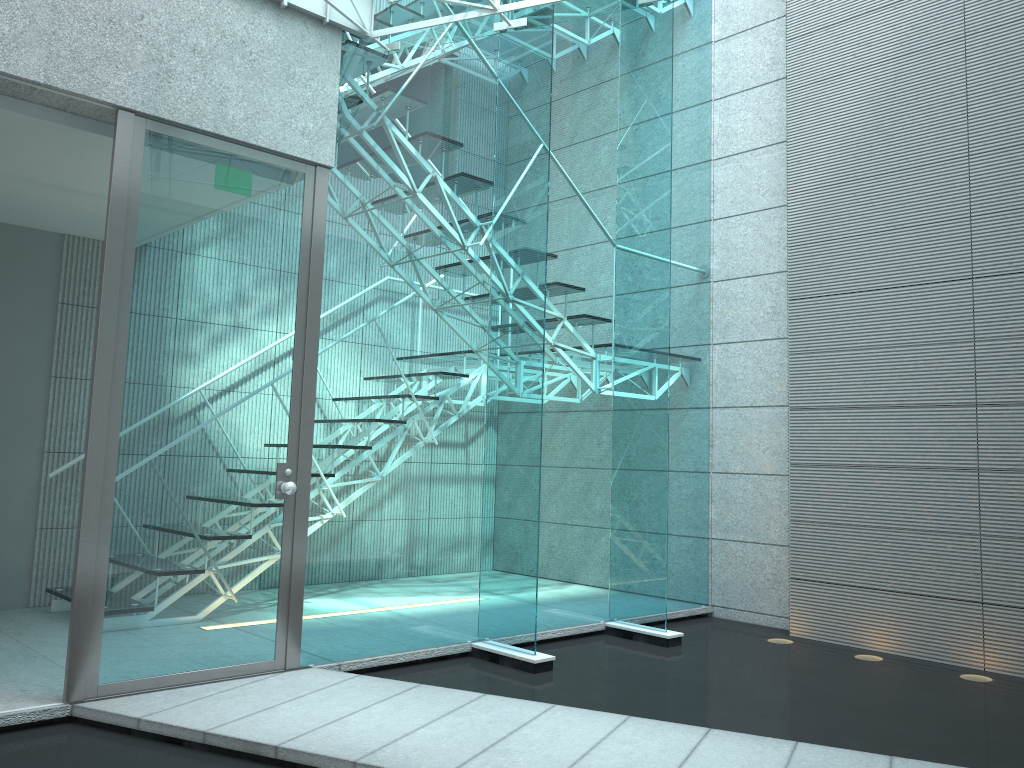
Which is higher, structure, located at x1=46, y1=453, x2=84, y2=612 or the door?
the door

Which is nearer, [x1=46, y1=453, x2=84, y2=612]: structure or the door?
the door

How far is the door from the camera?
3.1m

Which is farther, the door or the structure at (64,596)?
the structure at (64,596)

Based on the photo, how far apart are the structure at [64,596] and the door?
1.5m

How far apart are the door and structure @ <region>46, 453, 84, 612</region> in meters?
1.5 m

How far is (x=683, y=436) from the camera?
5.37m

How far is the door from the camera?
3.1 meters

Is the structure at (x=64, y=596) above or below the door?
below

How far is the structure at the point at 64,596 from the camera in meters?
4.4
